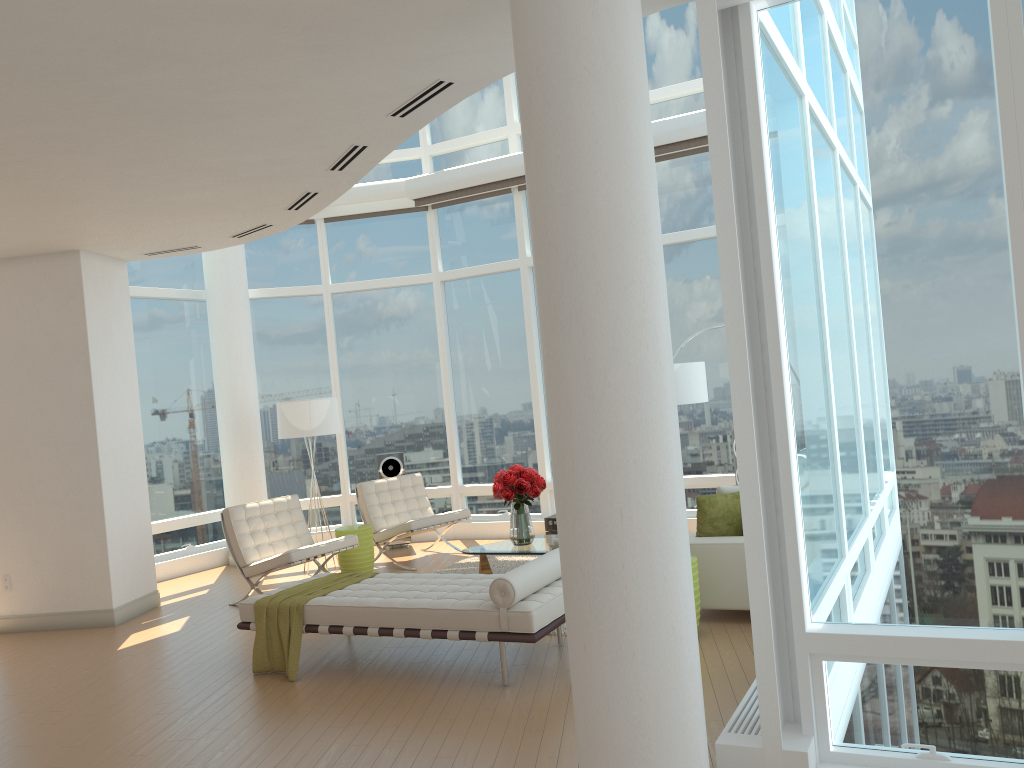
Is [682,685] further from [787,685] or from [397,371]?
[397,371]

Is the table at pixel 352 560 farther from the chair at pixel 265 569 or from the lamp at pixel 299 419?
the lamp at pixel 299 419

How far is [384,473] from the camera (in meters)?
10.78

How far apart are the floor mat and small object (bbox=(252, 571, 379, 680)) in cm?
230

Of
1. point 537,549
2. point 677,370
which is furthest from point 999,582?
point 677,370

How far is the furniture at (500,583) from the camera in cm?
522

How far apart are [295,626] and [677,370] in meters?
4.5 m

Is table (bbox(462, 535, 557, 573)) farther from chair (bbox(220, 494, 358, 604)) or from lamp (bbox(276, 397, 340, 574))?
lamp (bbox(276, 397, 340, 574))

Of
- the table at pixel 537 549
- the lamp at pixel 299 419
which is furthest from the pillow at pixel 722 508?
the lamp at pixel 299 419

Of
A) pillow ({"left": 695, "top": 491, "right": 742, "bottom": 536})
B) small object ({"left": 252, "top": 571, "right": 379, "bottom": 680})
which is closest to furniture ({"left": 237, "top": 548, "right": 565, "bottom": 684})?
small object ({"left": 252, "top": 571, "right": 379, "bottom": 680})
